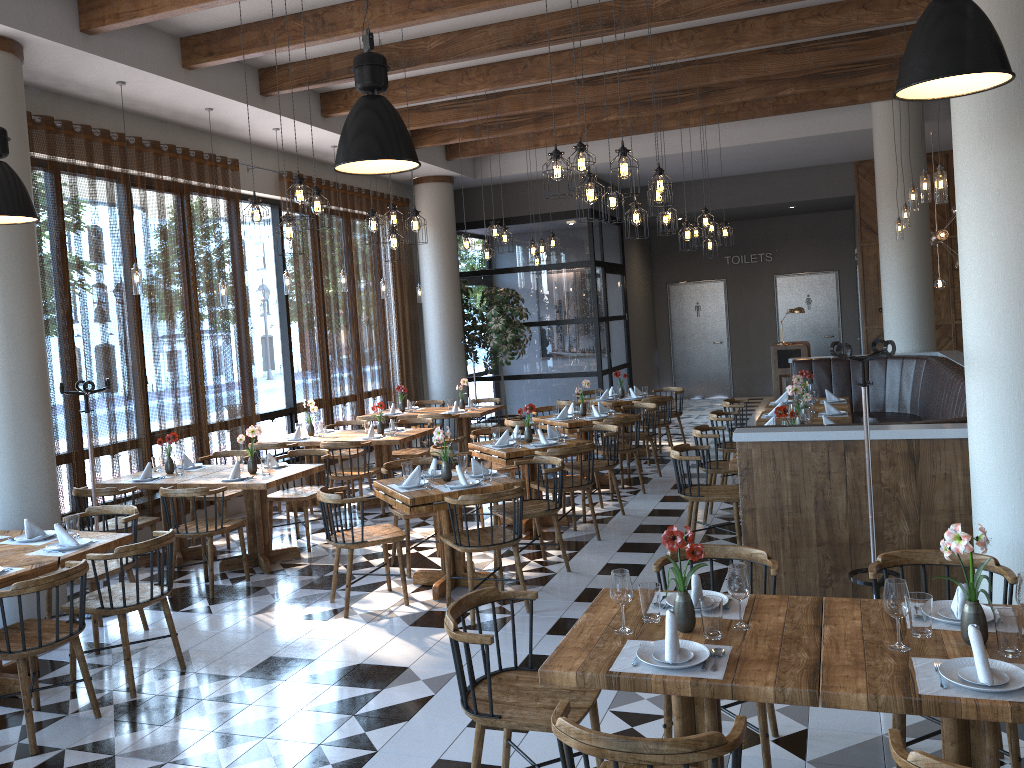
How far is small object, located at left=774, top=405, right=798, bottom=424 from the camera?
6.47m

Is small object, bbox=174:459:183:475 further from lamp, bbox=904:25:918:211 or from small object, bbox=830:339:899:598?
lamp, bbox=904:25:918:211

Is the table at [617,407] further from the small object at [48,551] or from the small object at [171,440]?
the small object at [48,551]

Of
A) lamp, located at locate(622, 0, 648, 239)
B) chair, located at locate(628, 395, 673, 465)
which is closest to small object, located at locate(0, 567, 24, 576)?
lamp, located at locate(622, 0, 648, 239)

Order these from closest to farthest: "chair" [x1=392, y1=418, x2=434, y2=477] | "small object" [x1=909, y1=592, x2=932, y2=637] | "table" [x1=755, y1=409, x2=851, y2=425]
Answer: "small object" [x1=909, y1=592, x2=932, y2=637] → "table" [x1=755, y1=409, x2=851, y2=425] → "chair" [x1=392, y1=418, x2=434, y2=477]

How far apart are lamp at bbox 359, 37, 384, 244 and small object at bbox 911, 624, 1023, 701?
6.0 meters

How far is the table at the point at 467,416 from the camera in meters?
10.9

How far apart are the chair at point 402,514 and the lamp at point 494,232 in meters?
3.4

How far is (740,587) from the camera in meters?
3.1

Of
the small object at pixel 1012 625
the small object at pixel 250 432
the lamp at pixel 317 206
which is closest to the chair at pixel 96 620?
the small object at pixel 250 432
